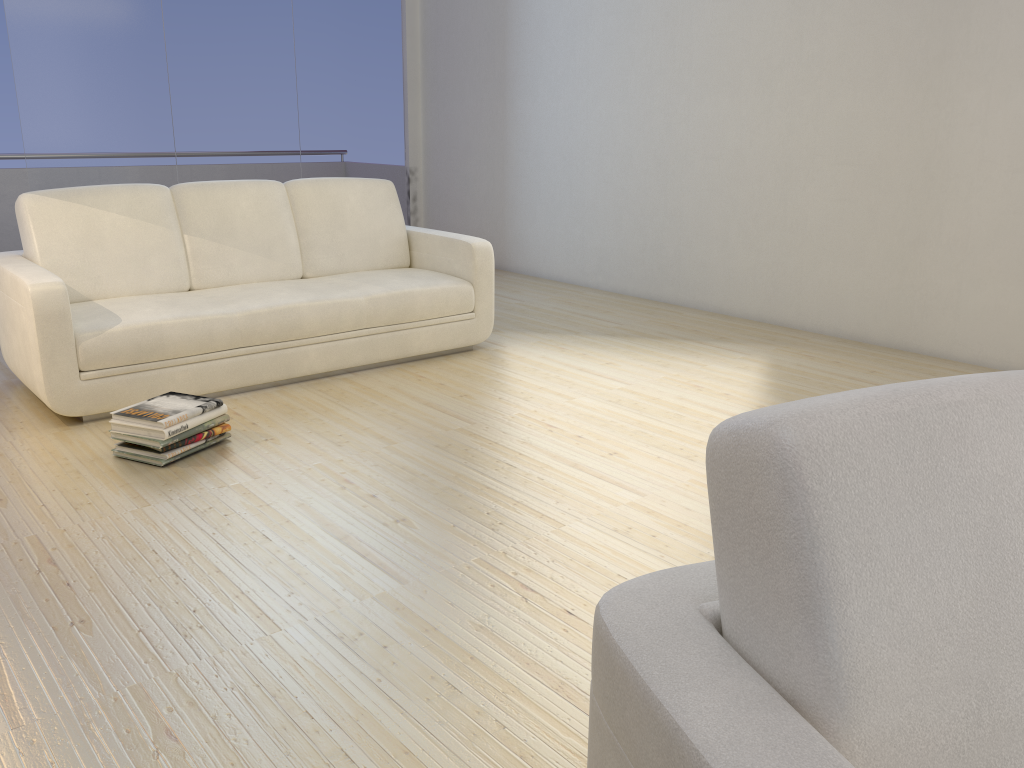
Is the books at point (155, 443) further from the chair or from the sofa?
the chair

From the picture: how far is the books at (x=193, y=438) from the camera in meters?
3.1

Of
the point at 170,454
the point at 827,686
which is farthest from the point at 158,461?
the point at 827,686

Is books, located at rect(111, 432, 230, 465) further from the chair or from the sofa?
the chair

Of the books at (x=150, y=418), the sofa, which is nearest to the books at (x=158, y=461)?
the books at (x=150, y=418)

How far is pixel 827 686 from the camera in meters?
0.9 m

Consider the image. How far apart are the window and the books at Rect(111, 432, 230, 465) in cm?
374

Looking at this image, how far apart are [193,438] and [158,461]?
0.15m

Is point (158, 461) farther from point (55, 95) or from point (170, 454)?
point (55, 95)

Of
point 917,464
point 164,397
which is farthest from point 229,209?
point 917,464
